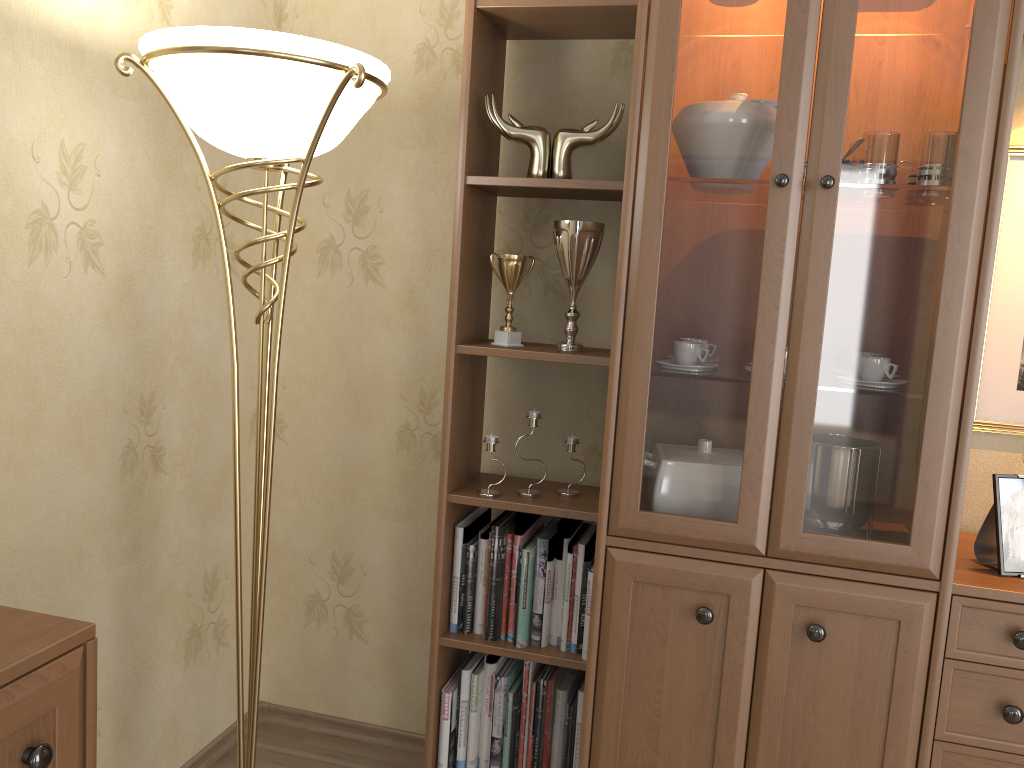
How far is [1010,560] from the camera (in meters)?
1.71

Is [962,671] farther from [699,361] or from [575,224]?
[575,224]

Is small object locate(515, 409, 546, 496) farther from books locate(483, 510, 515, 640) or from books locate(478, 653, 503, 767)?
books locate(478, 653, 503, 767)

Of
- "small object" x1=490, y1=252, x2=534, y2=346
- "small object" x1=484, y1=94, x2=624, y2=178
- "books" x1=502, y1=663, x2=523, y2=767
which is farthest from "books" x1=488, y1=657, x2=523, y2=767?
"small object" x1=484, y1=94, x2=624, y2=178

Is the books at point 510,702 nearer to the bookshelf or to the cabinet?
the bookshelf

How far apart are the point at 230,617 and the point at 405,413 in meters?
0.7 m

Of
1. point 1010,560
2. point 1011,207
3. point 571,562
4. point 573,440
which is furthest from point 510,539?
point 1011,207

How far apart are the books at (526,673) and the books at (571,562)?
0.1m

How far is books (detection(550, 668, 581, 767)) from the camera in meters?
2.1

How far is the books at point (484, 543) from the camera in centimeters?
212cm
